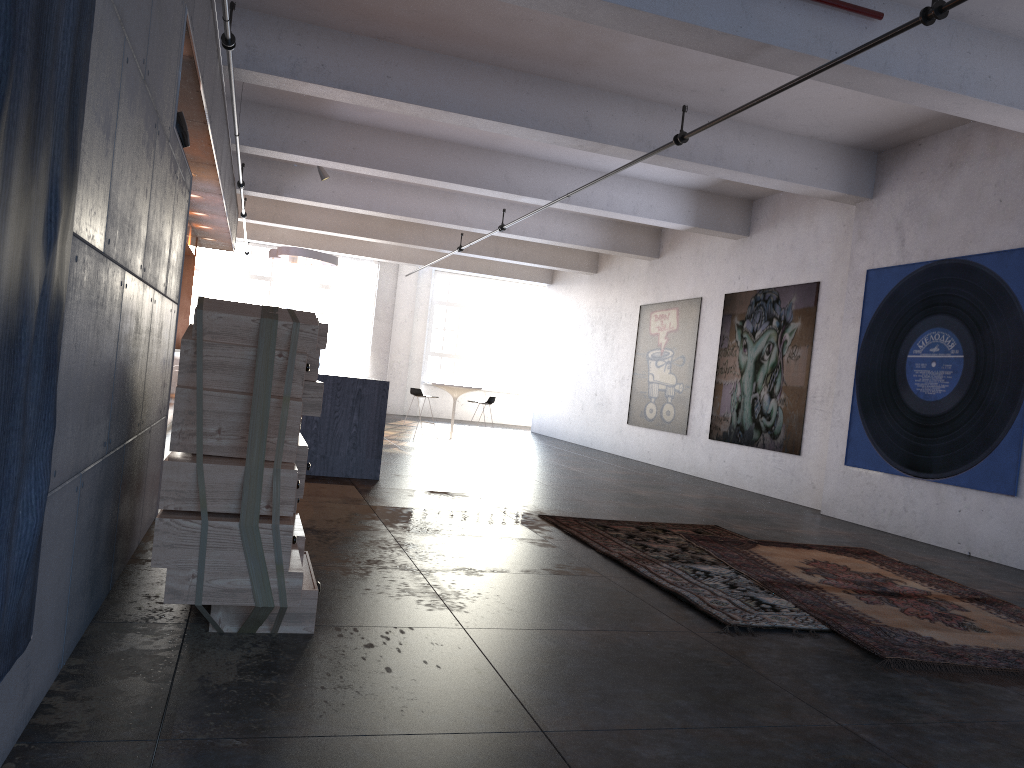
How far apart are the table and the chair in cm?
52

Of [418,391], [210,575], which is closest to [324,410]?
[210,575]

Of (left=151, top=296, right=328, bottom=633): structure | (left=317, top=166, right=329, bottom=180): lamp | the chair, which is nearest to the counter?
(left=317, top=166, right=329, bottom=180): lamp

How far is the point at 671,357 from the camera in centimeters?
1420cm

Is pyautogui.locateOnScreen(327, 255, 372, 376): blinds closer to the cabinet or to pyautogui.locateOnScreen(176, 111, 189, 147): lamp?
the cabinet

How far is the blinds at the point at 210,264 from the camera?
21.1 meters

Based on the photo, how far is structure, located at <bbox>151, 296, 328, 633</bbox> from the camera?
3.2 meters

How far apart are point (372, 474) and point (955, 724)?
6.20m

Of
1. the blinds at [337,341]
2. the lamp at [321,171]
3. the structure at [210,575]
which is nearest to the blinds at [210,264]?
the blinds at [337,341]

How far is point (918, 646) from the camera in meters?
4.1
